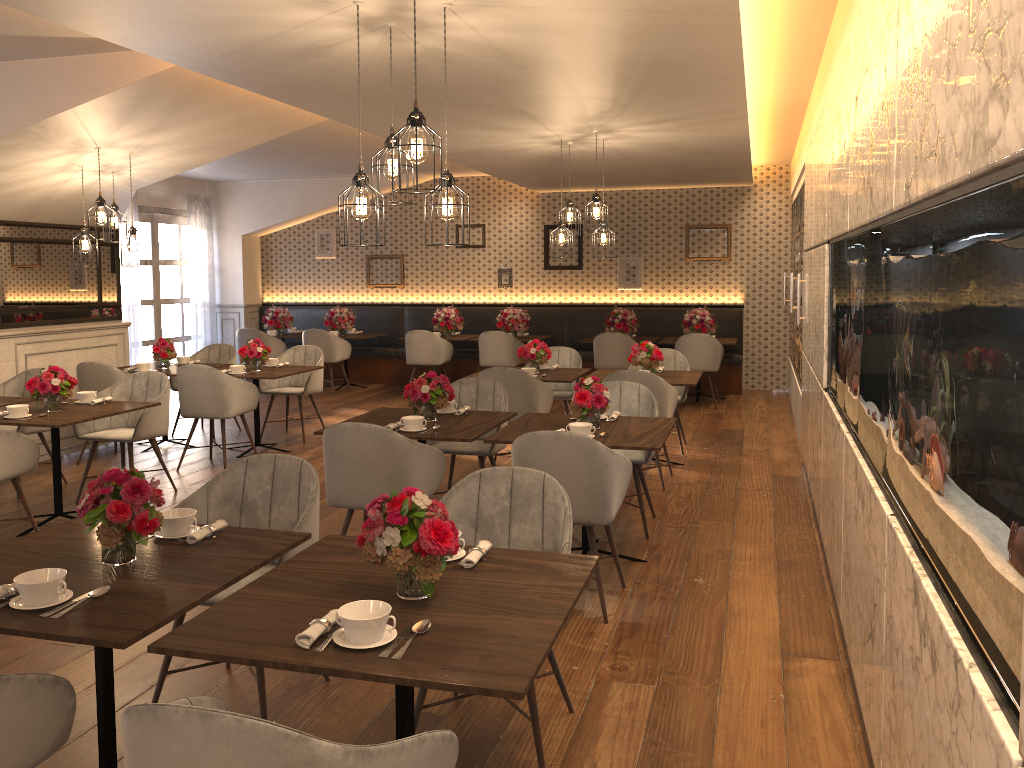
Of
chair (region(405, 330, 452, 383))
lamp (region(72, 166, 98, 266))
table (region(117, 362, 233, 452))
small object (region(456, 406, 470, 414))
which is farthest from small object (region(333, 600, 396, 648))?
chair (region(405, 330, 452, 383))

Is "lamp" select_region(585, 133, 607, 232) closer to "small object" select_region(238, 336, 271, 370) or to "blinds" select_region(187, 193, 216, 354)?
"small object" select_region(238, 336, 271, 370)

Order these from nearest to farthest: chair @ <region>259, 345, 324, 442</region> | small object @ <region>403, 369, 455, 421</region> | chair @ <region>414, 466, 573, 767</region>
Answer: chair @ <region>414, 466, 573, 767</region> → small object @ <region>403, 369, 455, 421</region> → chair @ <region>259, 345, 324, 442</region>

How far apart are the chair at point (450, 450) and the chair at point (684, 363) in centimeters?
230cm

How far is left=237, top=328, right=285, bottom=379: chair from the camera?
11.5m

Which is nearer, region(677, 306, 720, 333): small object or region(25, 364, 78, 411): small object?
region(25, 364, 78, 411): small object

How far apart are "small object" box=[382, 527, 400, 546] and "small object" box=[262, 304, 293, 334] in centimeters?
1026cm

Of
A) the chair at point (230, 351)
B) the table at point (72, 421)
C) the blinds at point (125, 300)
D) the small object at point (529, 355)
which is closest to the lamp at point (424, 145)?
the table at point (72, 421)

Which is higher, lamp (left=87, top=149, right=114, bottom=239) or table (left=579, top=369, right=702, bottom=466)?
lamp (left=87, top=149, right=114, bottom=239)

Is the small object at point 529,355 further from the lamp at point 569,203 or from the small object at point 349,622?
the small object at point 349,622
